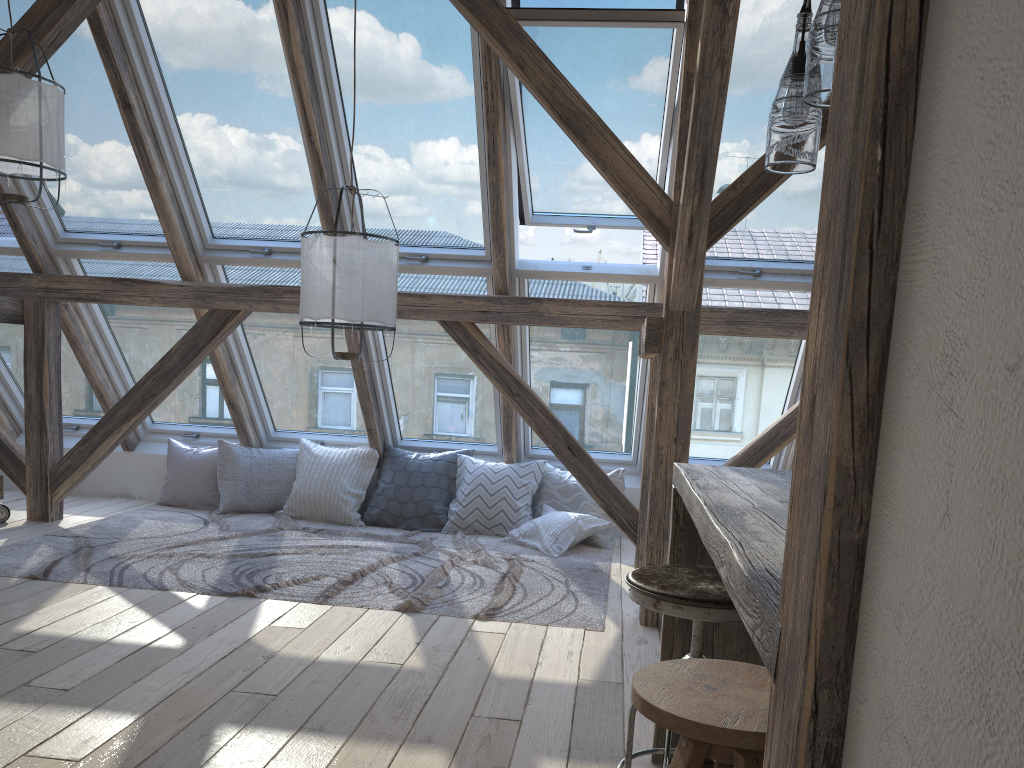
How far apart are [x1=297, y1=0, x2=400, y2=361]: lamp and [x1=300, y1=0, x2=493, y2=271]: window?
1.0 meters

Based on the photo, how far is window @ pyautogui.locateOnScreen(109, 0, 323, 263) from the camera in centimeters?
441cm

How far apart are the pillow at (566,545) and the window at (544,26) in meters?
1.5

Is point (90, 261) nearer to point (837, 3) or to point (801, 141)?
point (801, 141)

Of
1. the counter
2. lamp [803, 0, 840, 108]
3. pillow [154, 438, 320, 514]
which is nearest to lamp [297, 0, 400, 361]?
the counter

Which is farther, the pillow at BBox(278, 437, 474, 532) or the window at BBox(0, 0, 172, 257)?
the pillow at BBox(278, 437, 474, 532)

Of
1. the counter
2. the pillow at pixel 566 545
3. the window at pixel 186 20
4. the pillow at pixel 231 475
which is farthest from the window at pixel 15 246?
the counter

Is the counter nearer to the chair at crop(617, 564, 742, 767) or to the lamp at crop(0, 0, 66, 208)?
the chair at crop(617, 564, 742, 767)

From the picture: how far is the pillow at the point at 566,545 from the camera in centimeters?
515cm

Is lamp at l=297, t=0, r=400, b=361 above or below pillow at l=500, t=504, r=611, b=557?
above
